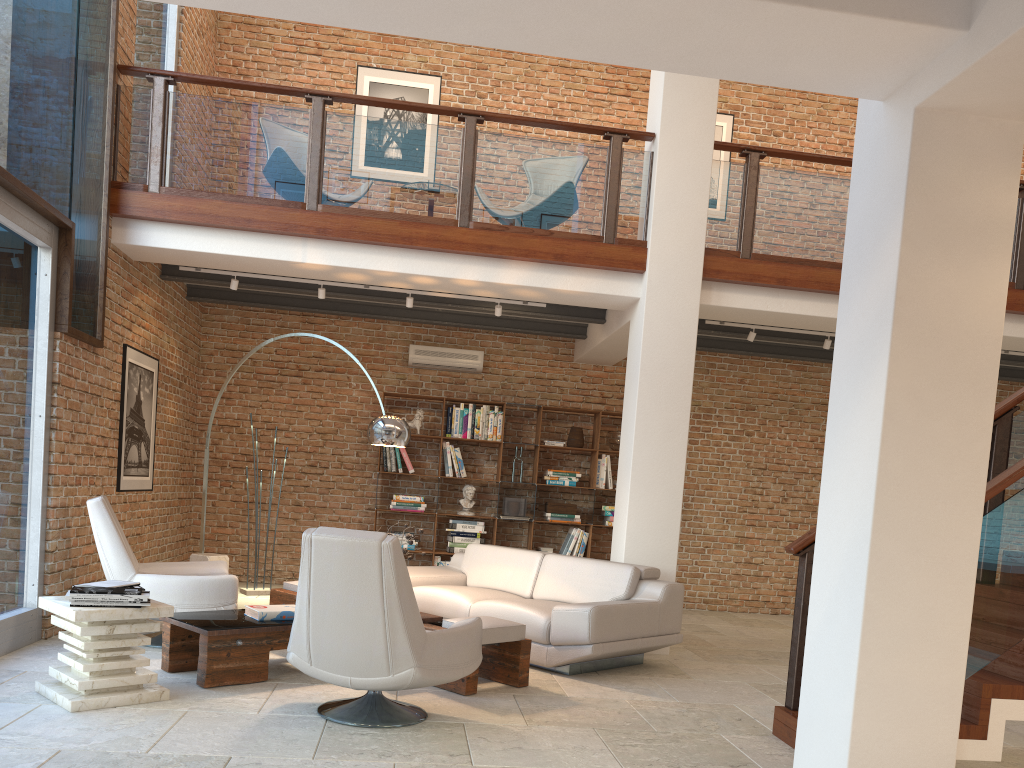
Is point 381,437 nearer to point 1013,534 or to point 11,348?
point 11,348

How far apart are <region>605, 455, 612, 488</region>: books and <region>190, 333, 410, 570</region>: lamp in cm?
388

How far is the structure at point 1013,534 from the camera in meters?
3.8 m

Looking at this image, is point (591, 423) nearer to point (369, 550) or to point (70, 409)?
point (70, 409)

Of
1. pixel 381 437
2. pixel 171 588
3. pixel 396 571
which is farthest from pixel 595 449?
pixel 396 571

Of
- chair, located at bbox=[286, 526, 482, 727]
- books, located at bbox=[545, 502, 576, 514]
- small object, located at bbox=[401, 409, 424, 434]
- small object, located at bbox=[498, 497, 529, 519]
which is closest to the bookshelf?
small object, located at bbox=[498, 497, 529, 519]

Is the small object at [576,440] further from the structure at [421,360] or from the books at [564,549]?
the structure at [421,360]

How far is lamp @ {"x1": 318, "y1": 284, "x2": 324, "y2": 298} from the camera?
7.6 meters

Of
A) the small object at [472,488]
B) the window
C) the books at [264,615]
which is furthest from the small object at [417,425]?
A: the books at [264,615]

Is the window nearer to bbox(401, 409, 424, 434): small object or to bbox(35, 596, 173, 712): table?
bbox(35, 596, 173, 712): table
